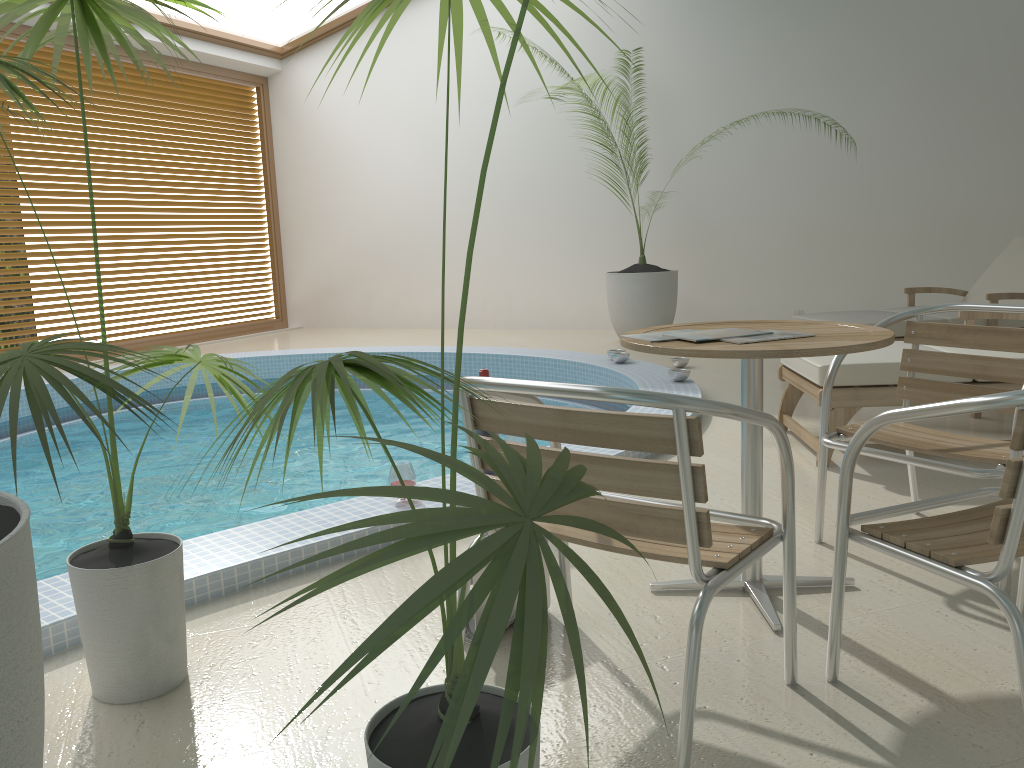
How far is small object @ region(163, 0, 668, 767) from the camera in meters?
0.8 m

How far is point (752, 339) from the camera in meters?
2.2

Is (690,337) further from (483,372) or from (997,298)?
(997,298)

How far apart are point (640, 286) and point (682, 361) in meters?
1.5 m

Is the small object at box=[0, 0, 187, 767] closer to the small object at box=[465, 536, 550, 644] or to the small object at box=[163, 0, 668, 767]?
the small object at box=[163, 0, 668, 767]

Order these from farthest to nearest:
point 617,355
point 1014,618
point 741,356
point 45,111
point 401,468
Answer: point 45,111 < point 617,355 < point 401,468 < point 741,356 < point 1014,618

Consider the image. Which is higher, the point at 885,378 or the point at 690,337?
the point at 690,337

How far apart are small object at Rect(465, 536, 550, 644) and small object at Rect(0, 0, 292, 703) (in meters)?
0.68

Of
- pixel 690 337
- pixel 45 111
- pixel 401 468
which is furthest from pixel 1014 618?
pixel 45 111

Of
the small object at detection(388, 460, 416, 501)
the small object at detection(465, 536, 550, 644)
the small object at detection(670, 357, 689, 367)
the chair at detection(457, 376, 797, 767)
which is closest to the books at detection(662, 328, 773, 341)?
the chair at detection(457, 376, 797, 767)
